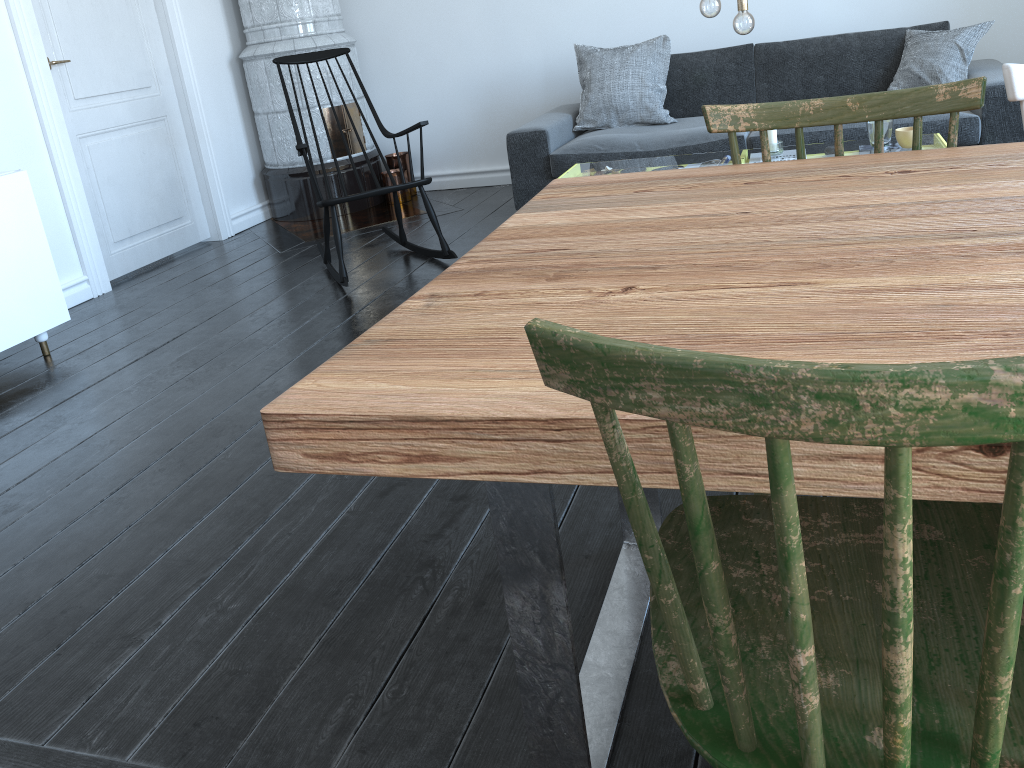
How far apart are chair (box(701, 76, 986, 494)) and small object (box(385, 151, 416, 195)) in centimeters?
428cm

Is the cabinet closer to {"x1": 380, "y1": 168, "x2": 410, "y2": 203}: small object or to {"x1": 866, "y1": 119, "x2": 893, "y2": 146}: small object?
{"x1": 380, "y1": 168, "x2": 410, "y2": 203}: small object

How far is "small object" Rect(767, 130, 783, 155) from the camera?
3.21m

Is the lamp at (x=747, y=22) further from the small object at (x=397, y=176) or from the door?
the door

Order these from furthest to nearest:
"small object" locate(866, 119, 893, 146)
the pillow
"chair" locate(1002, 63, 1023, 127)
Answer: the pillow, "small object" locate(866, 119, 893, 146), "chair" locate(1002, 63, 1023, 127)

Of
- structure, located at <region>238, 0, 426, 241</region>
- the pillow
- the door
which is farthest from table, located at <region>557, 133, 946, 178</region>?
the door

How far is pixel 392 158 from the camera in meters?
5.6

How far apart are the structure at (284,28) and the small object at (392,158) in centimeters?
8cm

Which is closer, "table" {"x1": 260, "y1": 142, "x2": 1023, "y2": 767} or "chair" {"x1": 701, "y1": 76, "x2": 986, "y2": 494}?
"table" {"x1": 260, "y1": 142, "x2": 1023, "y2": 767}

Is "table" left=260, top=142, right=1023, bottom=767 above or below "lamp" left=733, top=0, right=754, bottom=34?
below
